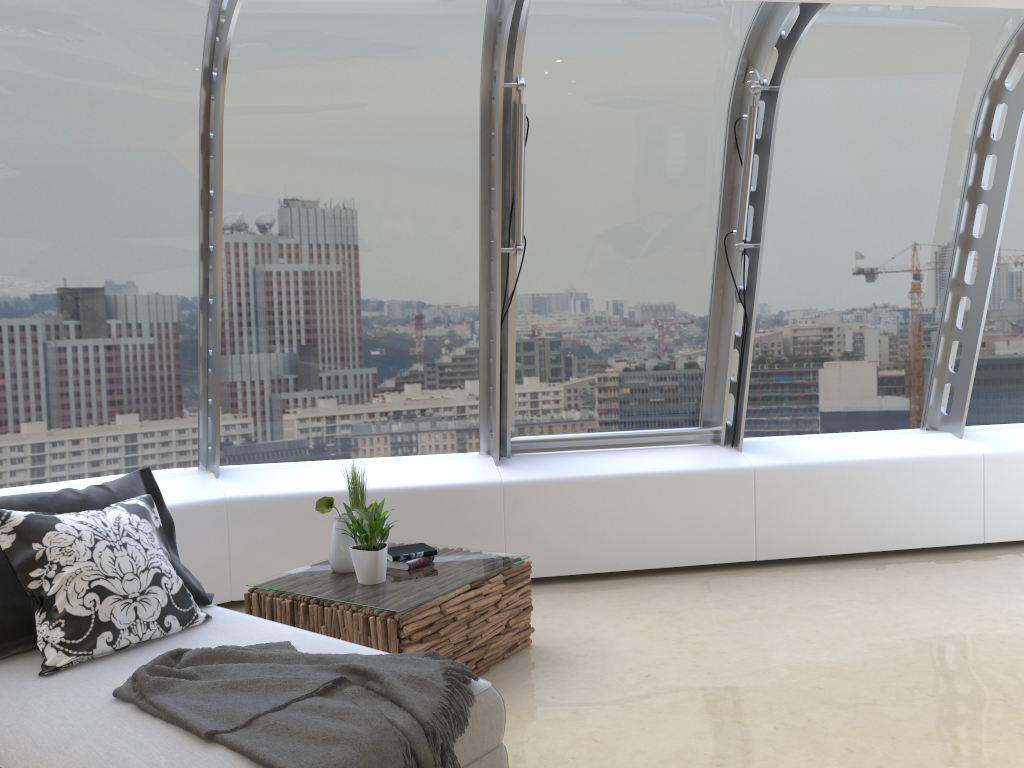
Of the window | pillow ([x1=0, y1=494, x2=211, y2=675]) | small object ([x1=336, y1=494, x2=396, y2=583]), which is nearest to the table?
small object ([x1=336, y1=494, x2=396, y2=583])

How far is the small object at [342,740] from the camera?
2.21m

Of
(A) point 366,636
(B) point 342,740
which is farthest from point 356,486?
(B) point 342,740

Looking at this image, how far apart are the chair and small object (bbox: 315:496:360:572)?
0.6 meters

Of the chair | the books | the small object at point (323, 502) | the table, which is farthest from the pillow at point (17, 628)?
the books

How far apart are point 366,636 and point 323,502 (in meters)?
0.68

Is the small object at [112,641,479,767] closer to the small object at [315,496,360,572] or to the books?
the small object at [315,496,360,572]

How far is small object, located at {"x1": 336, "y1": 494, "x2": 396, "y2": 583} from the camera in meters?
3.8

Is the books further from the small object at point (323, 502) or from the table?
the small object at point (323, 502)

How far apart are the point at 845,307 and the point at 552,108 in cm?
231
